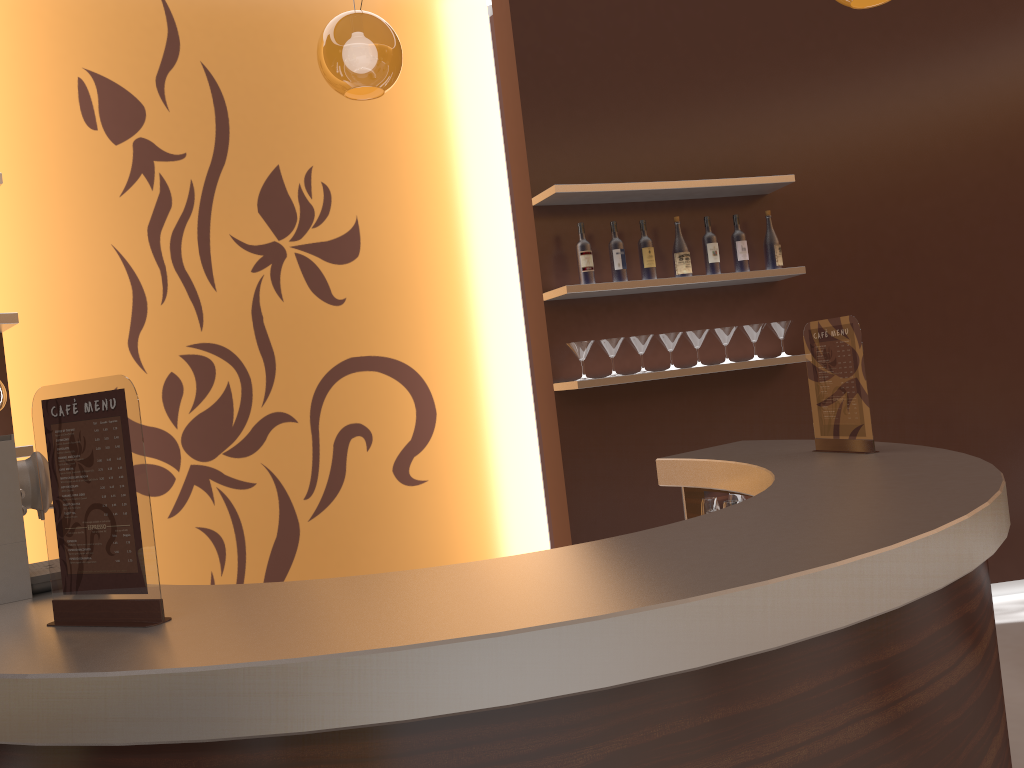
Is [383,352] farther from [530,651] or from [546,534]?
[530,651]

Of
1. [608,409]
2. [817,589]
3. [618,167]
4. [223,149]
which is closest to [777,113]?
[618,167]

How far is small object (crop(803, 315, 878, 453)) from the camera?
2.7 meters

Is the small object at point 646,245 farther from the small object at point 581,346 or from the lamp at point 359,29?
the lamp at point 359,29

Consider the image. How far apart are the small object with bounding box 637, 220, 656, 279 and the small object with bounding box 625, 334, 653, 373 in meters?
0.3

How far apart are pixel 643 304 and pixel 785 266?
0.81m

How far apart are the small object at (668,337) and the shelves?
0.2m

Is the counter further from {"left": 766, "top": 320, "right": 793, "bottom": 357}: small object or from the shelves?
{"left": 766, "top": 320, "right": 793, "bottom": 357}: small object

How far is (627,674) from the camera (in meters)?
1.20

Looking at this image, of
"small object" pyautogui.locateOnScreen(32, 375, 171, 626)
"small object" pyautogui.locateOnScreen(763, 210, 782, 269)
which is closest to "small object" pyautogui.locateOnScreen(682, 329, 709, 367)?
"small object" pyautogui.locateOnScreen(763, 210, 782, 269)
